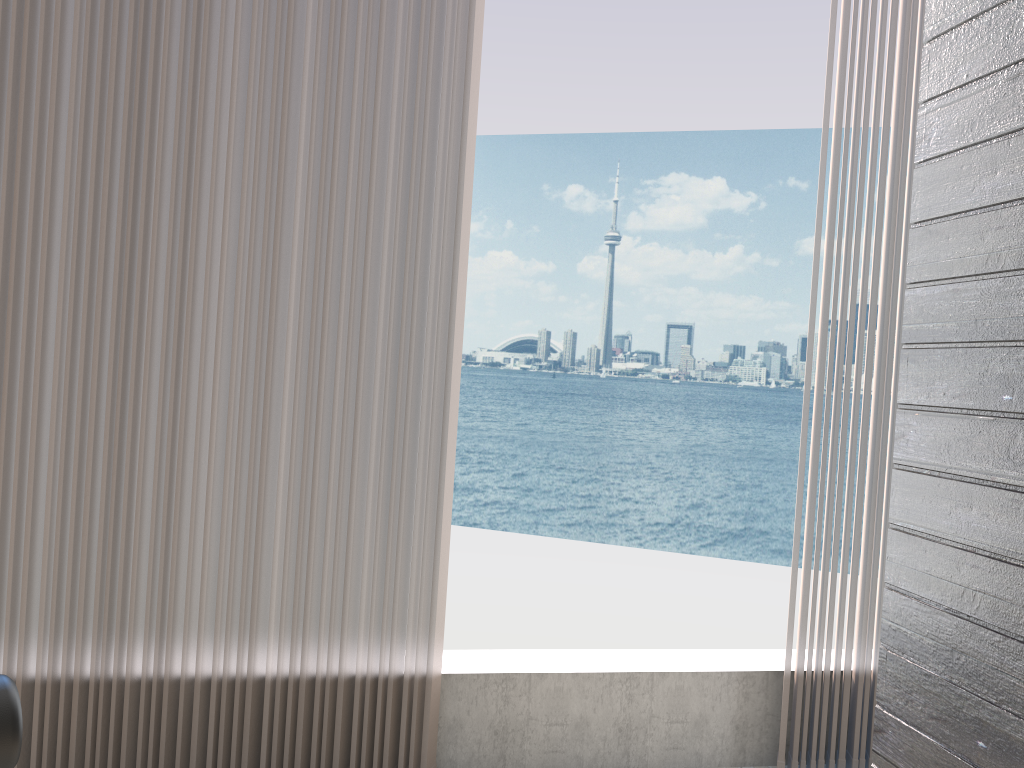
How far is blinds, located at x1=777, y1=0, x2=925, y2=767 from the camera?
2.3 meters

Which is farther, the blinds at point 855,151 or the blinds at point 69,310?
the blinds at point 855,151

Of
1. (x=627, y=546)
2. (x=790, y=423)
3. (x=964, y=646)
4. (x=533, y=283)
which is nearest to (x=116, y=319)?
(x=964, y=646)

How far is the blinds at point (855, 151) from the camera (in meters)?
2.34

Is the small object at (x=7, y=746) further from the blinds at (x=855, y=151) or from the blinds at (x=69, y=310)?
the blinds at (x=855, y=151)

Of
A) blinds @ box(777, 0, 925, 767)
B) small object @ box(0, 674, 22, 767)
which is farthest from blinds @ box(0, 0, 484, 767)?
small object @ box(0, 674, 22, 767)

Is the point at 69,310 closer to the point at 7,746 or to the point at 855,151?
the point at 7,746

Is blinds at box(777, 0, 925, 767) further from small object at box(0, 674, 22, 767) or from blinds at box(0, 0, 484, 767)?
small object at box(0, 674, 22, 767)

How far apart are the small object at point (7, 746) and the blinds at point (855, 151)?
1.98m

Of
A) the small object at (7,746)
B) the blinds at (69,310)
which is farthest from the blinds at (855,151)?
the small object at (7,746)
